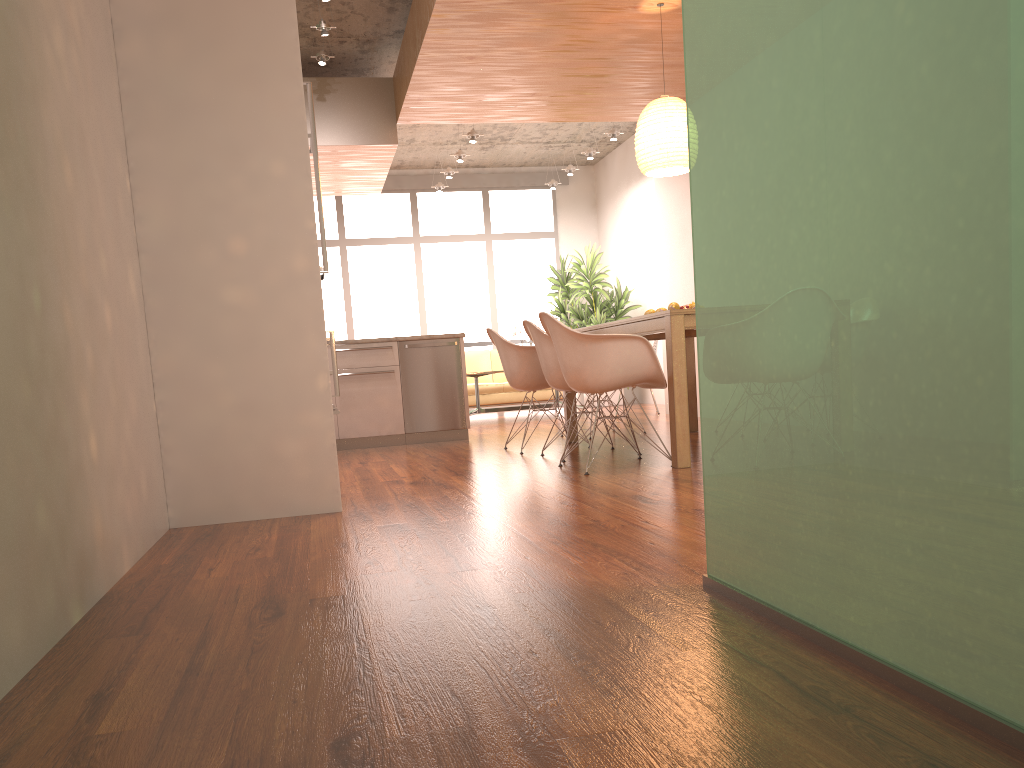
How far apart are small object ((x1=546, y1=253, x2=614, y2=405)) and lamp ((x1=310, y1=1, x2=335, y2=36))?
6.19m

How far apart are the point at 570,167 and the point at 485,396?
3.1 meters

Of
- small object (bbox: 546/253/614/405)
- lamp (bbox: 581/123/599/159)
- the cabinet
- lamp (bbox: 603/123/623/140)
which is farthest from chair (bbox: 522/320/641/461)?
small object (bbox: 546/253/614/405)

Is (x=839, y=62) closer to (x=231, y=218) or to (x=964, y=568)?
(x=964, y=568)

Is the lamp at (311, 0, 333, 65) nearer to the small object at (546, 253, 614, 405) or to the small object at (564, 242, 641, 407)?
the small object at (564, 242, 641, 407)

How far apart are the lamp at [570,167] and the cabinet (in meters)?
4.52

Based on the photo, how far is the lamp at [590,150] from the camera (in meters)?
10.45

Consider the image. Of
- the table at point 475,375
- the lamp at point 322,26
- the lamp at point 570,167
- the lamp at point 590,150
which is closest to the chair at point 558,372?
the lamp at point 322,26

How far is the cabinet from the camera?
3.66m

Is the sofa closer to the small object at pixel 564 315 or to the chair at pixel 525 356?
the small object at pixel 564 315
